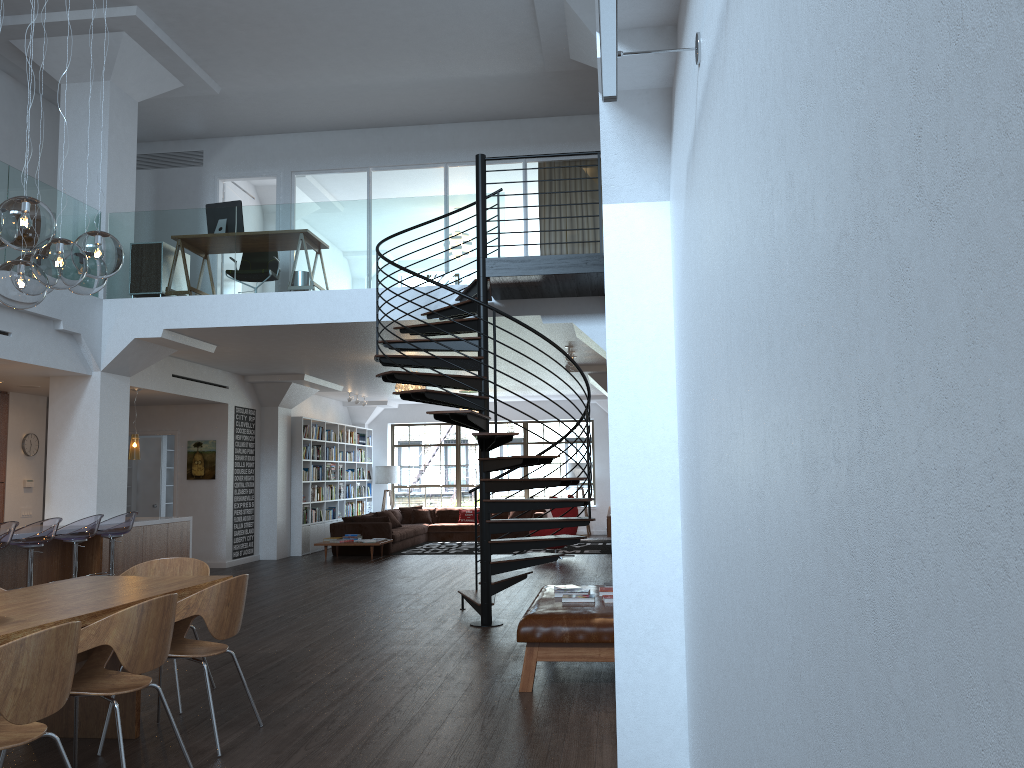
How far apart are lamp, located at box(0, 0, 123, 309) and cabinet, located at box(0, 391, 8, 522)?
7.6m

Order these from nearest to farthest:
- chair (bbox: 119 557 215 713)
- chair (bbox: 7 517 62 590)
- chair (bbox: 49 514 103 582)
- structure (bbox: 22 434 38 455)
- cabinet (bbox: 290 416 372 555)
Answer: chair (bbox: 119 557 215 713) → chair (bbox: 7 517 62 590) → chair (bbox: 49 514 103 582) → structure (bbox: 22 434 38 455) → cabinet (bbox: 290 416 372 555)

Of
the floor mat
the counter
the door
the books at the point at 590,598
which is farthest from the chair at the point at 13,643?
the floor mat

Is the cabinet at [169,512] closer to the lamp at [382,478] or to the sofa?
the sofa

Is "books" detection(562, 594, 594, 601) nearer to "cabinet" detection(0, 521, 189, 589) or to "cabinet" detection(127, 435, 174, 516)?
"cabinet" detection(0, 521, 189, 589)

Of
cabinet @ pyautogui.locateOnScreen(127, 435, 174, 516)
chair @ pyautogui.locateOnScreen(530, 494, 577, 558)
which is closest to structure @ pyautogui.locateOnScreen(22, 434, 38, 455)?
cabinet @ pyautogui.locateOnScreen(127, 435, 174, 516)

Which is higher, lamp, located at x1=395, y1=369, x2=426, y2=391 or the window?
lamp, located at x1=395, y1=369, x2=426, y2=391

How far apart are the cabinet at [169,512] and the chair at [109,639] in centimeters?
1220cm

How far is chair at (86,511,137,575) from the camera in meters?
9.0 m

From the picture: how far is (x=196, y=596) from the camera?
4.4 meters
